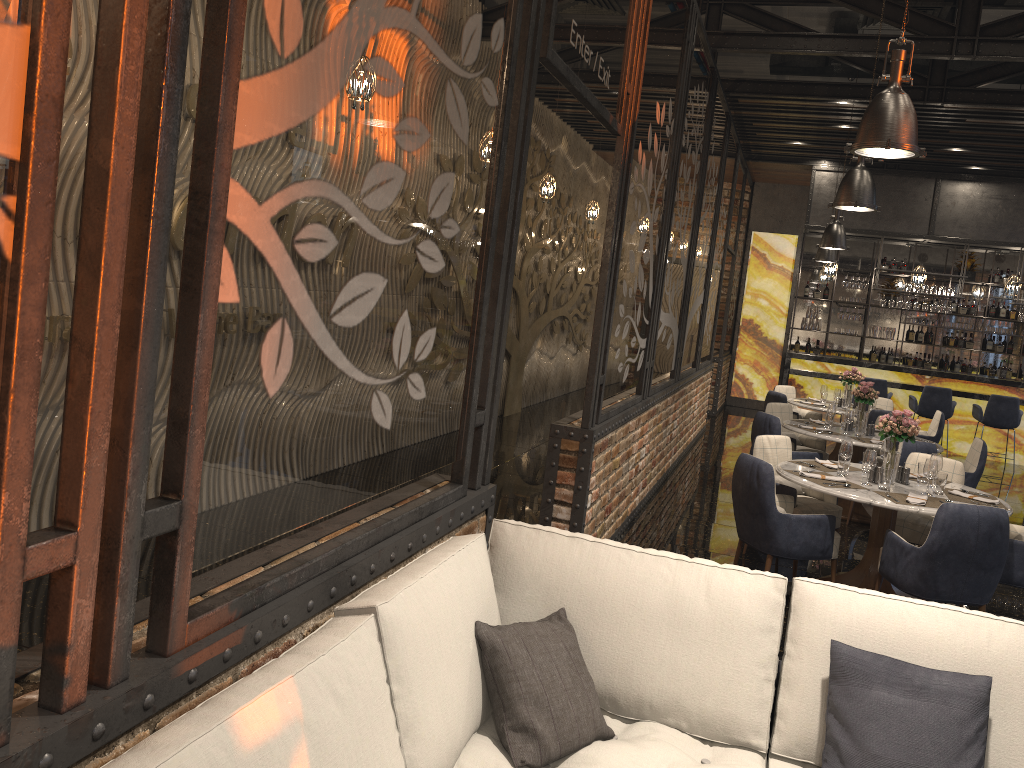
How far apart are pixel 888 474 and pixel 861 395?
2.8m

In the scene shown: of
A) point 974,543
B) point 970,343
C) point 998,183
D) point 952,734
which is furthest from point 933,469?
point 970,343

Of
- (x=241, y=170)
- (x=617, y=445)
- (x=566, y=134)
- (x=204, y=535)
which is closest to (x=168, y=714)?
(x=204, y=535)

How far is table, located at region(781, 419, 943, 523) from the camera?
7.8 meters

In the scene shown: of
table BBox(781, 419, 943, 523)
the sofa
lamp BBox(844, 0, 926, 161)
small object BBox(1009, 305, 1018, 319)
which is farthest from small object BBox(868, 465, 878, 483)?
small object BBox(1009, 305, 1018, 319)

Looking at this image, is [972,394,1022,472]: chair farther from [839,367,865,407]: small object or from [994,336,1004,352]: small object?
[994,336,1004,352]: small object

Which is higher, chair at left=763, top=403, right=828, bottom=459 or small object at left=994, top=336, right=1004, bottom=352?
small object at left=994, top=336, right=1004, bottom=352

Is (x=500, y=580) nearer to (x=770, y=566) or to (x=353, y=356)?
(x=353, y=356)

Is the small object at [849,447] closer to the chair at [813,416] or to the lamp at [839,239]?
the lamp at [839,239]

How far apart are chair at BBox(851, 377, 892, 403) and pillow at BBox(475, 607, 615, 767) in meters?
10.8 m
